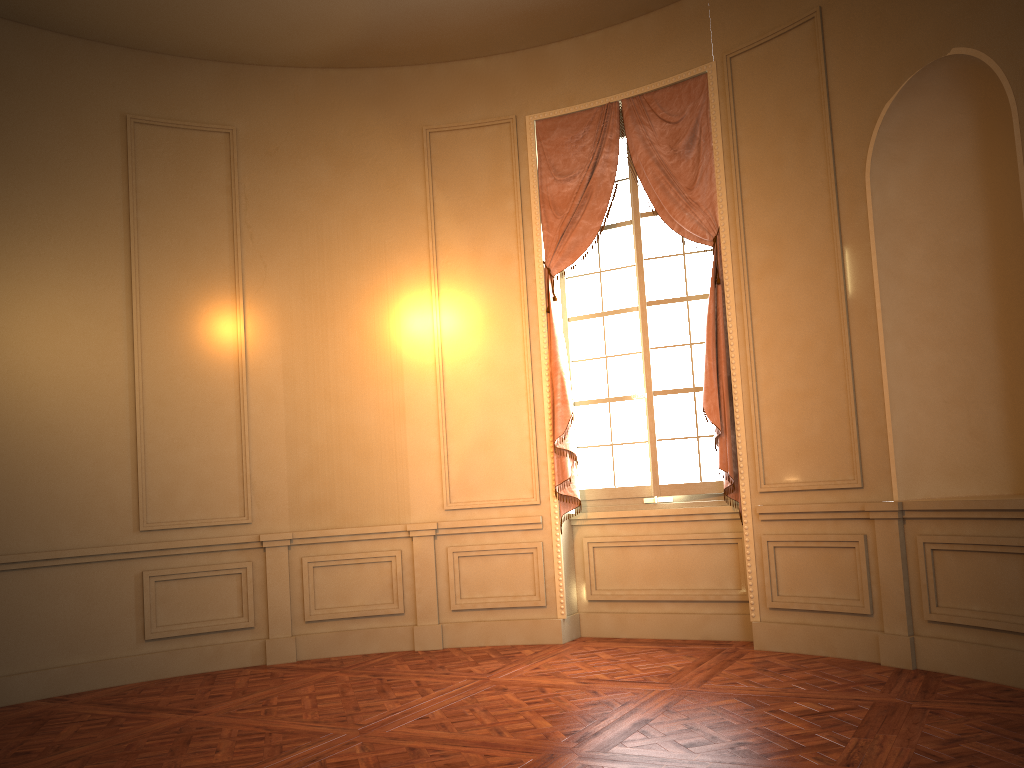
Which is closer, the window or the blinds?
the blinds

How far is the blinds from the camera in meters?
5.7

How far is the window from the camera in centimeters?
599cm

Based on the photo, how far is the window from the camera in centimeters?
599cm

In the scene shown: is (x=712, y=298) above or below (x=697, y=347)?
above

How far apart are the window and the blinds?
0.10m

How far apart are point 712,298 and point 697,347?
0.4m

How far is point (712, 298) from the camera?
5.7 meters
